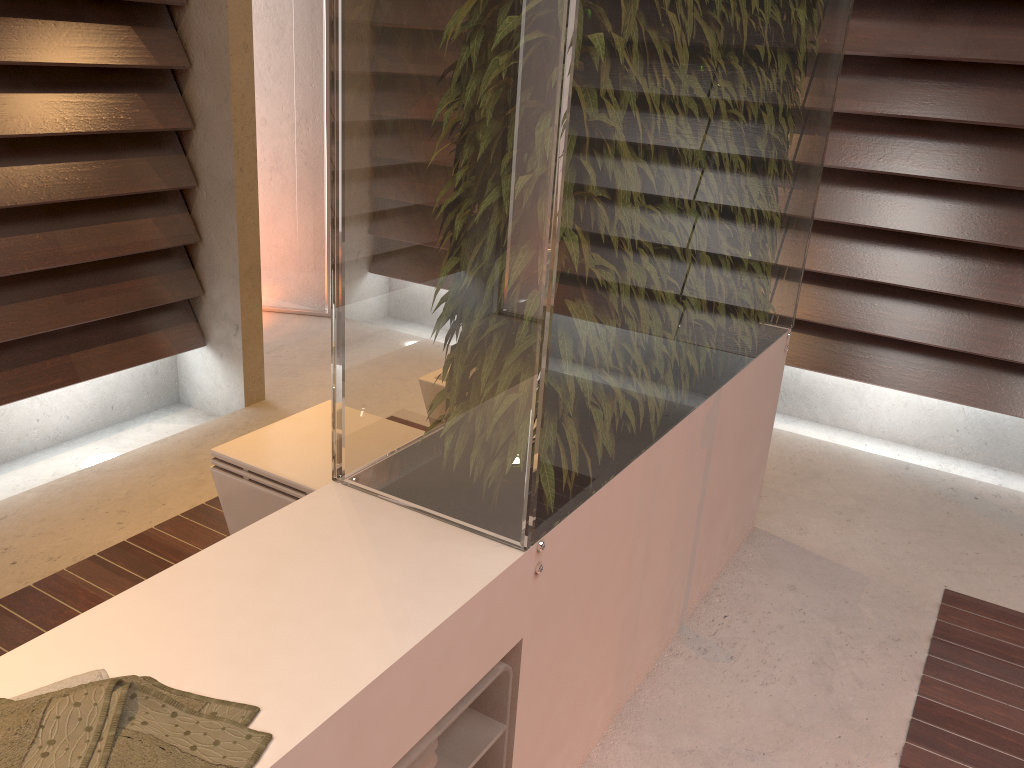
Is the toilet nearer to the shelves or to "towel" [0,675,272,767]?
the shelves

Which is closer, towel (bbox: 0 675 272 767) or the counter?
towel (bbox: 0 675 272 767)

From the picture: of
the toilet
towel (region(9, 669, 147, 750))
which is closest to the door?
the toilet

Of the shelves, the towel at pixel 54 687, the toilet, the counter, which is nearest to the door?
the toilet

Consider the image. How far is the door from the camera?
3.87m

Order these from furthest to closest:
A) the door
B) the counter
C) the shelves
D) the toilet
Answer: the door
the toilet
the shelves
the counter

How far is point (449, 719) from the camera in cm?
116

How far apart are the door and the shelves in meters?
3.1

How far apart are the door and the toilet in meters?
2.3

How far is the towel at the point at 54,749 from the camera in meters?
0.8
